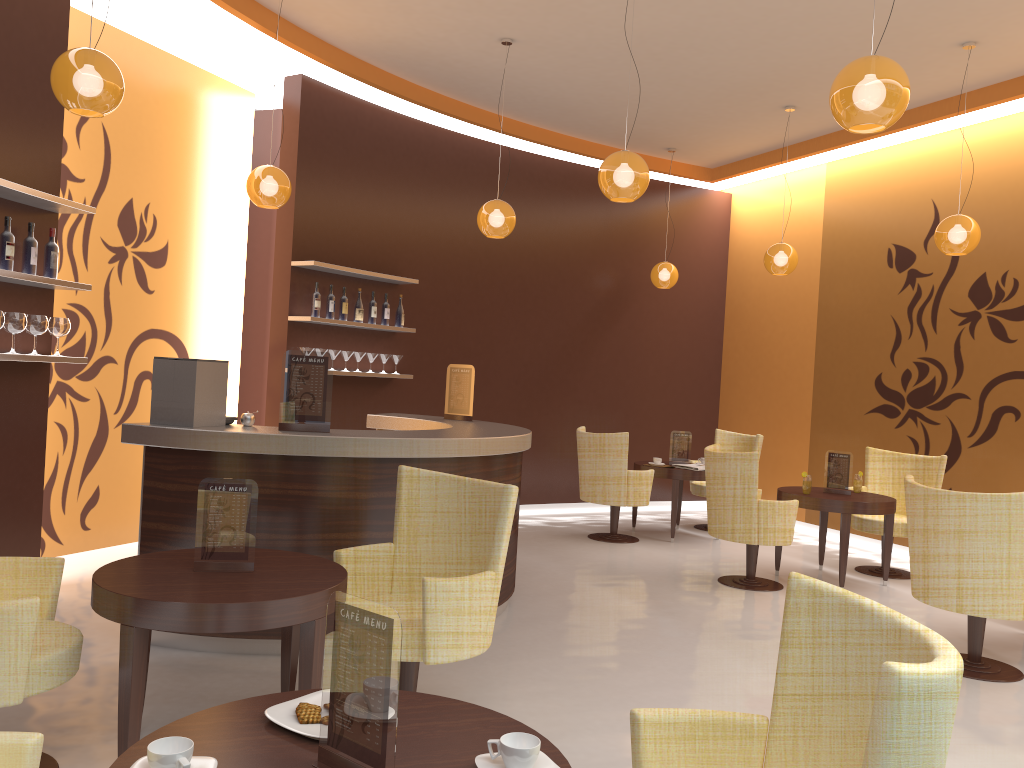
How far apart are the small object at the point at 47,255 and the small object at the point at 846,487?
5.58m

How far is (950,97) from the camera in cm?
744

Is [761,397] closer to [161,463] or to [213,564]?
[161,463]

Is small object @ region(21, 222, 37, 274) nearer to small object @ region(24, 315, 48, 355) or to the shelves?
the shelves

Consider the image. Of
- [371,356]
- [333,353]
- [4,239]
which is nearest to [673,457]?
[371,356]

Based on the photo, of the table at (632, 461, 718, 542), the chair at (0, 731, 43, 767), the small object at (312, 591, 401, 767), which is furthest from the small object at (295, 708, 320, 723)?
the table at (632, 461, 718, 542)

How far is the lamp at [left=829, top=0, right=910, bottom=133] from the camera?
3.4m

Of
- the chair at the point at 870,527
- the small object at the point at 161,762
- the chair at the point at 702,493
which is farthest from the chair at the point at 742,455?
the small object at the point at 161,762

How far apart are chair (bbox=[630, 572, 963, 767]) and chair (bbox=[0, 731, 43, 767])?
1.3m

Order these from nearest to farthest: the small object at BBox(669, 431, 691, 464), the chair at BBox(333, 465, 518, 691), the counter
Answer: the chair at BBox(333, 465, 518, 691), the counter, the small object at BBox(669, 431, 691, 464)
